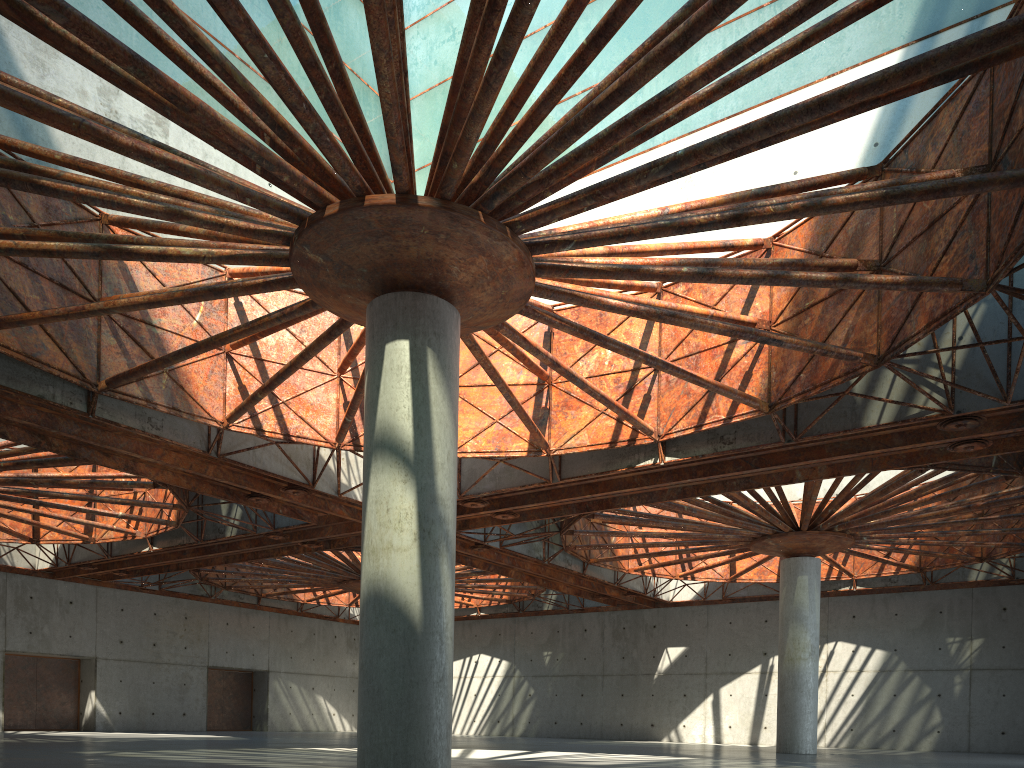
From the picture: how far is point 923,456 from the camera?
28.3m
